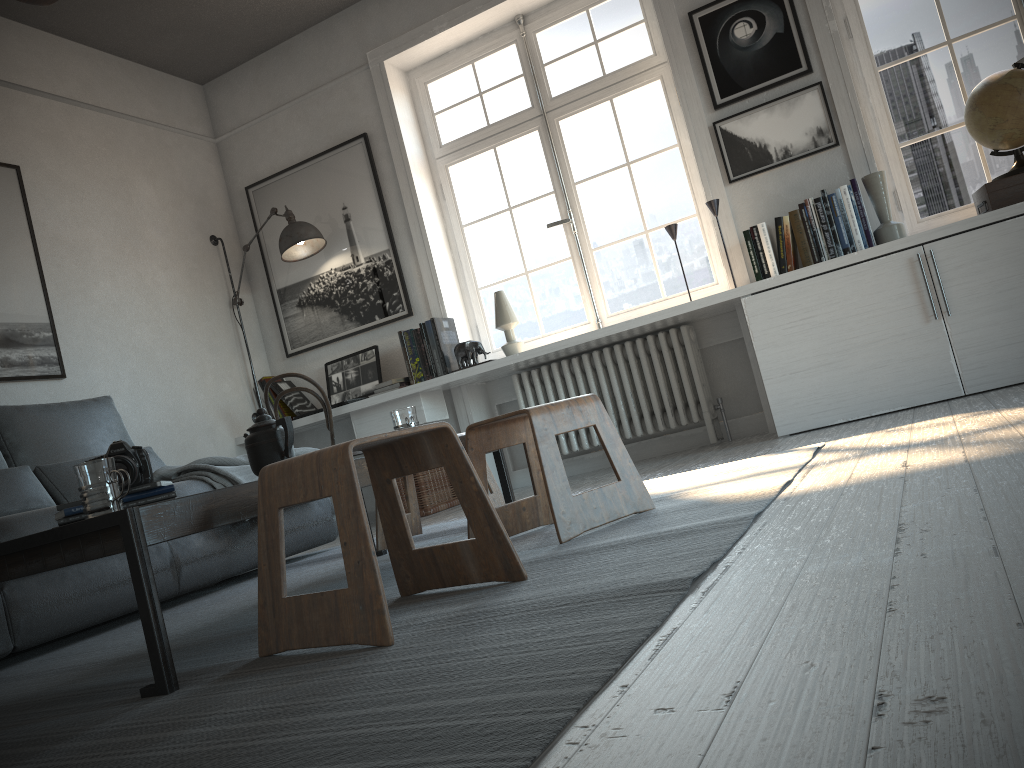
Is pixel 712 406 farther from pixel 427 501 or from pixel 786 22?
pixel 786 22

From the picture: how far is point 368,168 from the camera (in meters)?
5.05

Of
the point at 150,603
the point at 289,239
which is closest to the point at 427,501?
the point at 289,239

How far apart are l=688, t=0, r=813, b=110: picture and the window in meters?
0.3

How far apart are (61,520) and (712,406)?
3.21m

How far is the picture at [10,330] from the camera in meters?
4.0

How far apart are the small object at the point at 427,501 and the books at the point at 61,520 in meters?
2.6 m

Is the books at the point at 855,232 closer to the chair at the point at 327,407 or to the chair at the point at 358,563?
the chair at the point at 327,407

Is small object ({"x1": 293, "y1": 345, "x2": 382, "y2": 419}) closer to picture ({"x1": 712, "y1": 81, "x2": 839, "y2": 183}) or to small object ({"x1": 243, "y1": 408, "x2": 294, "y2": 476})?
picture ({"x1": 712, "y1": 81, "x2": 839, "y2": 183})

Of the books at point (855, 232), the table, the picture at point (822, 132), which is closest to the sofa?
the table
